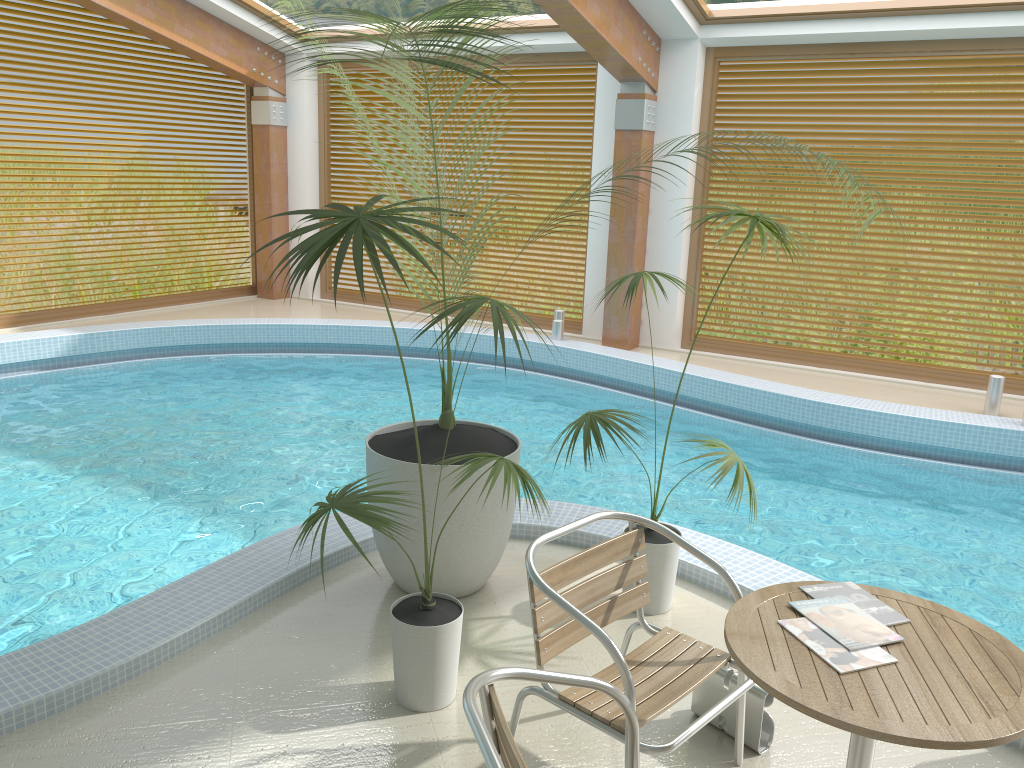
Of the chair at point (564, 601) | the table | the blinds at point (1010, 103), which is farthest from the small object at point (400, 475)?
the blinds at point (1010, 103)

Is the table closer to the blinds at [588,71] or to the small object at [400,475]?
the small object at [400,475]

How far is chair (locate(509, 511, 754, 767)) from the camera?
2.4 meters

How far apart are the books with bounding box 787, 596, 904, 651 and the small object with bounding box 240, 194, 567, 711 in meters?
1.0

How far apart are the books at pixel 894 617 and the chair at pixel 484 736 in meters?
0.6

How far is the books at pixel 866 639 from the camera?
2.10m

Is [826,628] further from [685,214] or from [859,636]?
[685,214]

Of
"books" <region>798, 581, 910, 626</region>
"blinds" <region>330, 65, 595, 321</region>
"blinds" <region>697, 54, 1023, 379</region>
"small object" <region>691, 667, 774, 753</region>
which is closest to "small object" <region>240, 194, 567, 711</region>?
"small object" <region>691, 667, 774, 753</region>

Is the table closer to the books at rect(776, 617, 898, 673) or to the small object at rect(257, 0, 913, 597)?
the books at rect(776, 617, 898, 673)

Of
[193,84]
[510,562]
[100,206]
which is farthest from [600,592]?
[100,206]
